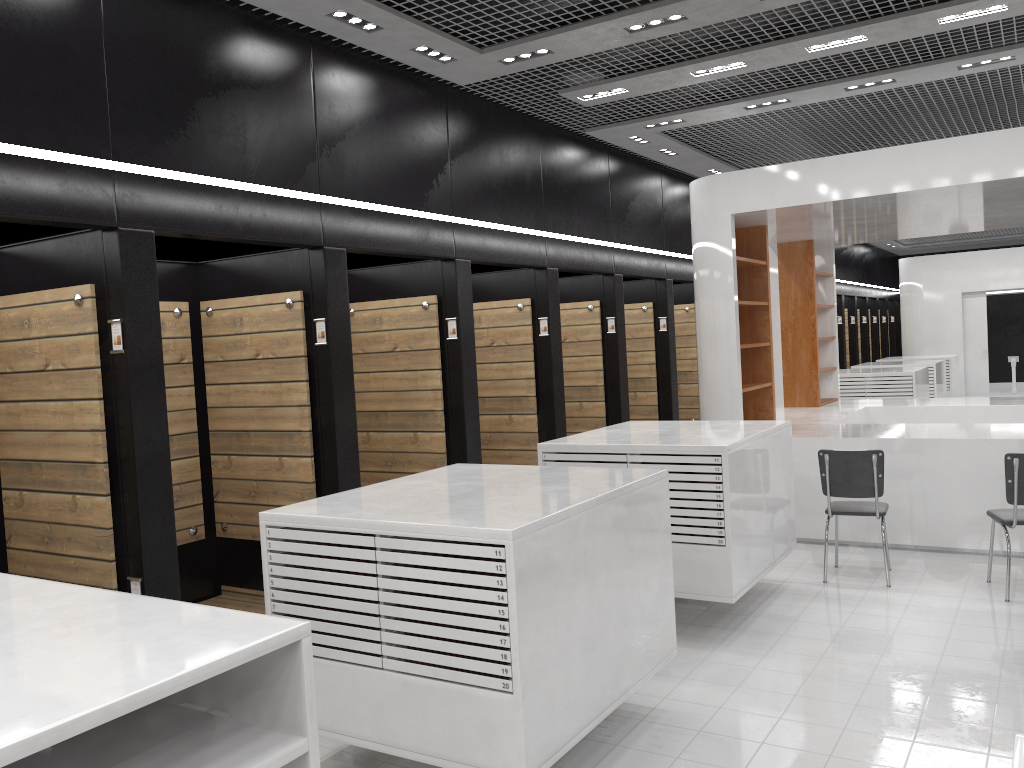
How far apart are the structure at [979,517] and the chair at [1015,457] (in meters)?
0.90

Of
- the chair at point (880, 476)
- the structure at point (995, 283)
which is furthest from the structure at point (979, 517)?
the structure at point (995, 283)

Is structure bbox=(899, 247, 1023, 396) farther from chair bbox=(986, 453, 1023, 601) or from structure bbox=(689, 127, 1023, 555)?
chair bbox=(986, 453, 1023, 601)

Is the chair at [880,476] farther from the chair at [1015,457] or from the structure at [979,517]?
the structure at [979,517]

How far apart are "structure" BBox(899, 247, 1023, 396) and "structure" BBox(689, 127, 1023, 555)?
9.0 meters

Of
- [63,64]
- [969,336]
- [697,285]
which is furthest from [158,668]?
[969,336]

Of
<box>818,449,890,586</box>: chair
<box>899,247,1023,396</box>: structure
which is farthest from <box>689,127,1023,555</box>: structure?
<box>899,247,1023,396</box>: structure

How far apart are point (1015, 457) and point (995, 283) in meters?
14.6 m

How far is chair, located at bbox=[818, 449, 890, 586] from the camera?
6.34m

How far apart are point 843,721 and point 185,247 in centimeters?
452cm
